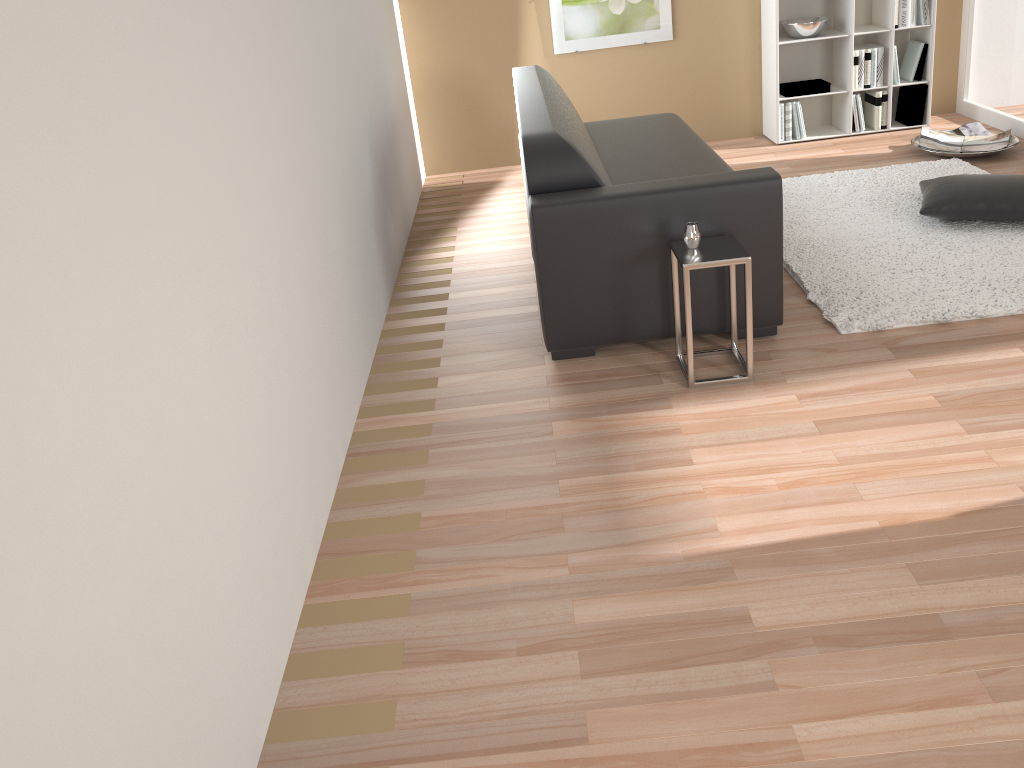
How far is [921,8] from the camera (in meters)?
5.52

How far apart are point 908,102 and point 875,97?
0.24m

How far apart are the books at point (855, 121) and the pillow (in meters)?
1.58

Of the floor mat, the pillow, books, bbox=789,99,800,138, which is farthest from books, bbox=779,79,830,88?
the pillow

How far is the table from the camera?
2.9m

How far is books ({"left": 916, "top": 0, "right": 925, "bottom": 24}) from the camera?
5.5m

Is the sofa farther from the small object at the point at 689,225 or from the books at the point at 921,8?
the books at the point at 921,8

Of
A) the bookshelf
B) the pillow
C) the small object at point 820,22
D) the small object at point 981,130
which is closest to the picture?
the bookshelf

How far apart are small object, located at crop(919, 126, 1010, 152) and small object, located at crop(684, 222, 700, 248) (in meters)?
2.99

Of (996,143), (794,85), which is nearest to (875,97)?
(794,85)
